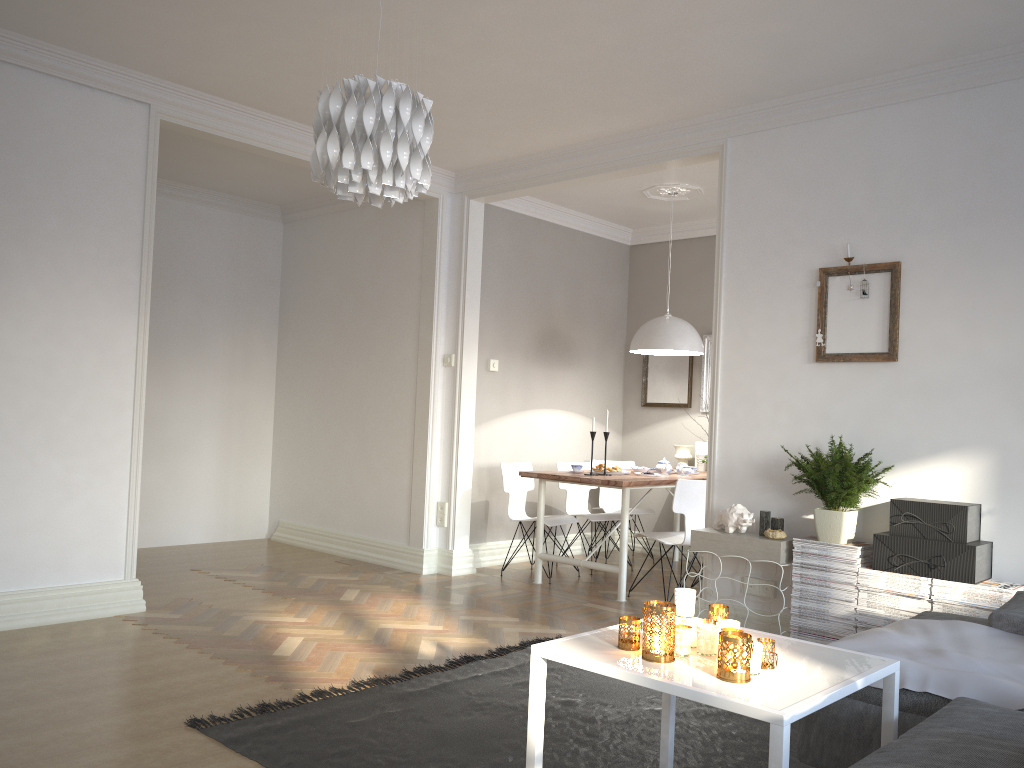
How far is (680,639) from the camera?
2.29m

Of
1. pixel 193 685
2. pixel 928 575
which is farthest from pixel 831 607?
pixel 193 685

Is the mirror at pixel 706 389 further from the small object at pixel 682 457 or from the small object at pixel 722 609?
the small object at pixel 722 609

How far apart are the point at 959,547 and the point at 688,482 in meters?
1.8 m

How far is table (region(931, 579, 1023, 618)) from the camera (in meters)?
3.57

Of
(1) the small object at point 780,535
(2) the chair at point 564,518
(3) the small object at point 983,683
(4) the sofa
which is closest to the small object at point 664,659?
(4) the sofa

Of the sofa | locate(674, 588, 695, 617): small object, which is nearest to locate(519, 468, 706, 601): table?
the sofa

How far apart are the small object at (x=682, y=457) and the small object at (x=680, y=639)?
4.82m

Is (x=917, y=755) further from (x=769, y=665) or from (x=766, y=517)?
(x=766, y=517)

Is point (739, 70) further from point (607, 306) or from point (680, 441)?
point (680, 441)
